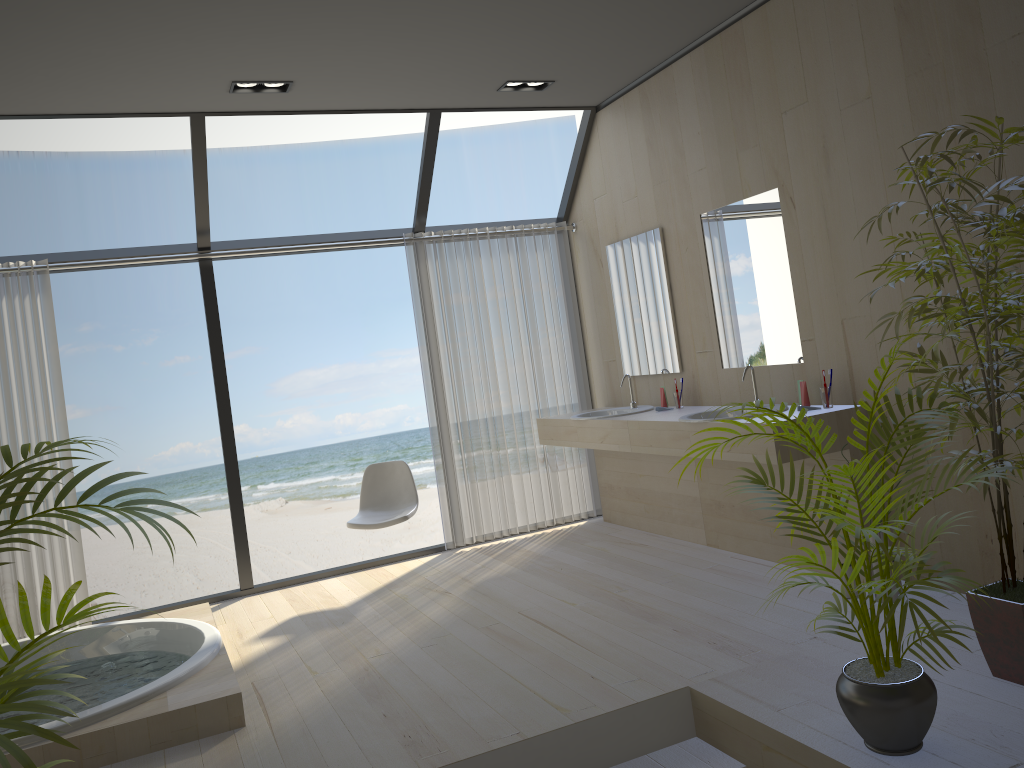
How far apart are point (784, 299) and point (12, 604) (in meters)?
4.41

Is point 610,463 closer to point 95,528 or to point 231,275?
point 231,275

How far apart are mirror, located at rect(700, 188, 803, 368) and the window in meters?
1.3 m

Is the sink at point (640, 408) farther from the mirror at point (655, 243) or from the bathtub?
the bathtub

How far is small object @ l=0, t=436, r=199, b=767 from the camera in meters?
1.5 m

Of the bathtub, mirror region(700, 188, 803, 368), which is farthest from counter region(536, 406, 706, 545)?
the bathtub

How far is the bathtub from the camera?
3.1m

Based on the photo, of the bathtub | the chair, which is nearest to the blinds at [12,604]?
the bathtub

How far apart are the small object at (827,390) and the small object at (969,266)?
0.9 meters

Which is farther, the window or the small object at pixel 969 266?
the window
